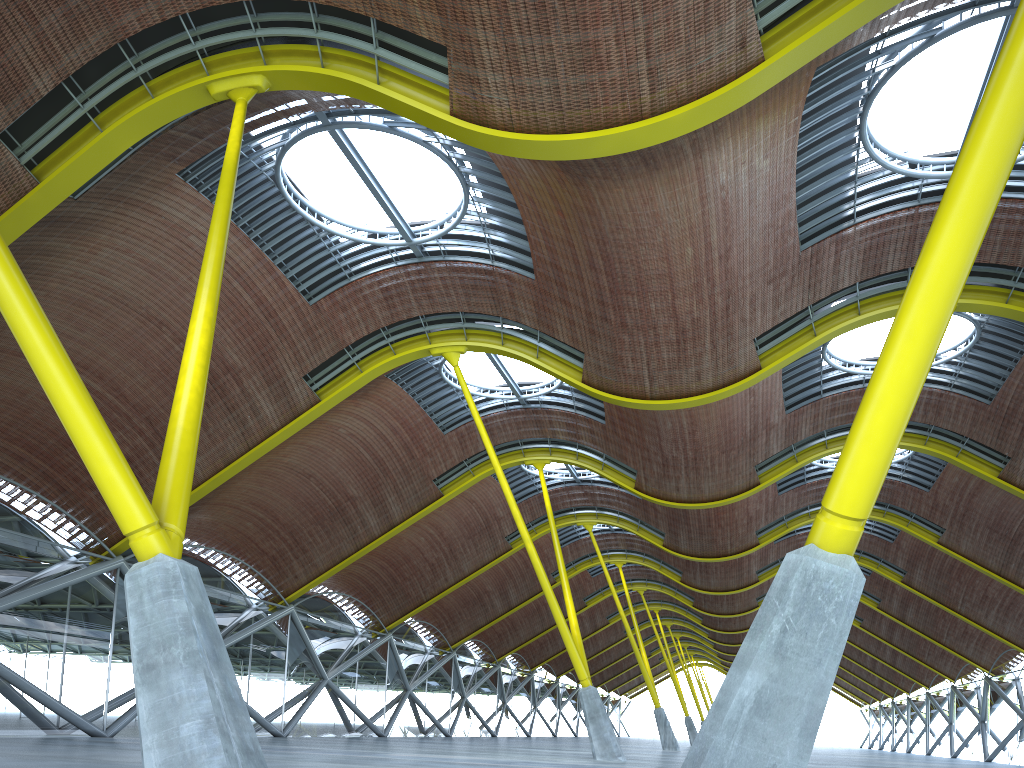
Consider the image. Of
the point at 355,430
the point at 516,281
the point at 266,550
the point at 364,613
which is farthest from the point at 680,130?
the point at 364,613

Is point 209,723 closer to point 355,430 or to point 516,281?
point 516,281

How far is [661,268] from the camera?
22.6m
